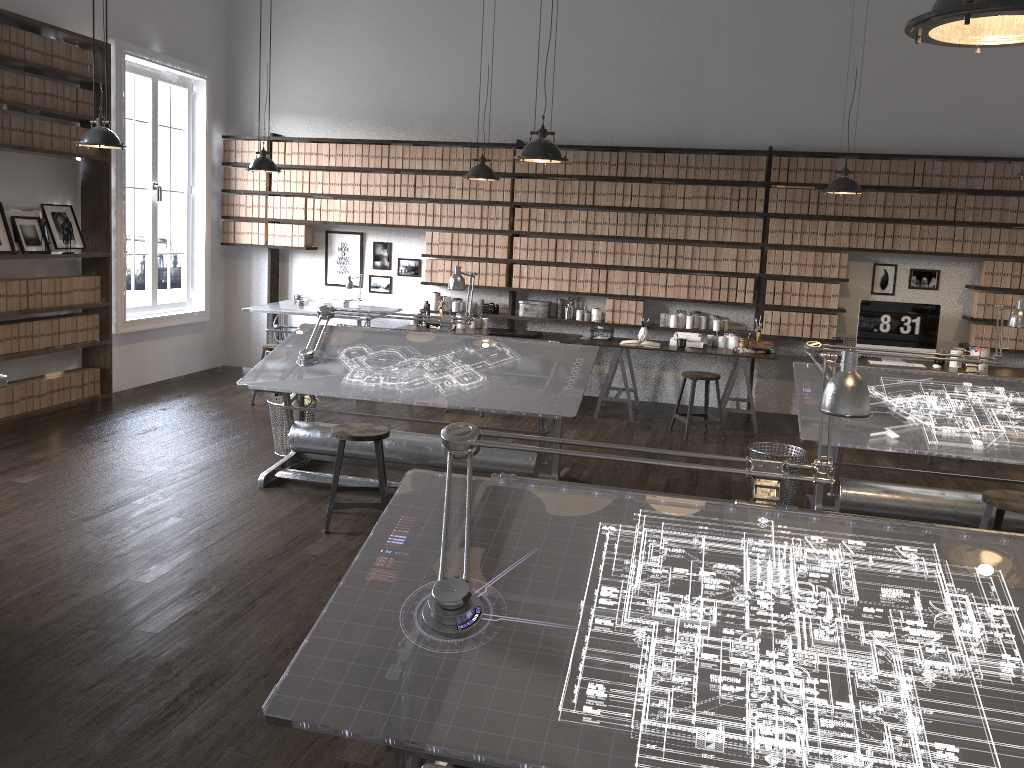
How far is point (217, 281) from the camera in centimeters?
938cm

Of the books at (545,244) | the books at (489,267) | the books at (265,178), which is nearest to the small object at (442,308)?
the books at (489,267)

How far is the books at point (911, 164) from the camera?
7.6 meters

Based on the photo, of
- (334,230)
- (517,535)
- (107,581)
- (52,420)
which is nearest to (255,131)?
(334,230)

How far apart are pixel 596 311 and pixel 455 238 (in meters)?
1.54

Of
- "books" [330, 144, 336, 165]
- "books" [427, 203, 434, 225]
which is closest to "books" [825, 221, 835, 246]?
"books" [427, 203, 434, 225]

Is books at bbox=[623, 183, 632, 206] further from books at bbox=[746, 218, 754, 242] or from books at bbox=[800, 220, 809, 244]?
books at bbox=[800, 220, 809, 244]

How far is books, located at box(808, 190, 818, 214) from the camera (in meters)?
7.77

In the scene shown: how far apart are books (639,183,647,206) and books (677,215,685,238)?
0.39m

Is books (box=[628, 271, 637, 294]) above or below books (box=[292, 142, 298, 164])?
below
